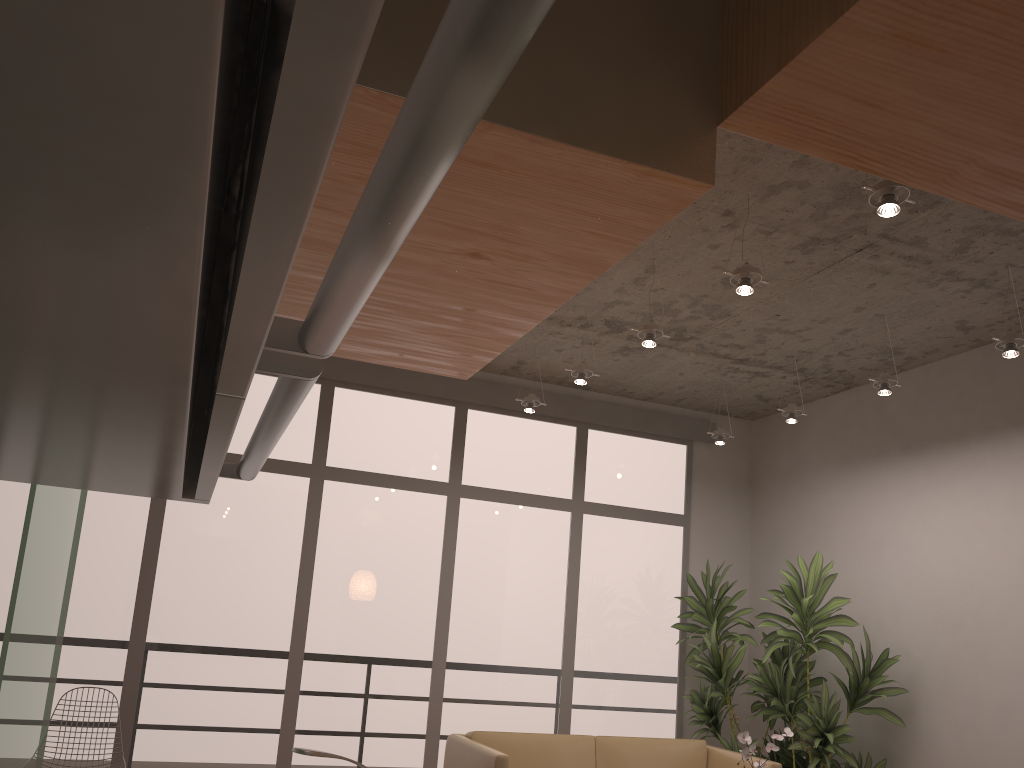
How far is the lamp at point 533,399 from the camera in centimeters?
604cm

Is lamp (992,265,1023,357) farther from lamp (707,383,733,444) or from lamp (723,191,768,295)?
lamp (707,383,733,444)

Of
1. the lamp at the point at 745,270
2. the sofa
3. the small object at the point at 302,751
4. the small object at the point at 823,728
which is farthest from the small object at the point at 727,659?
the small object at the point at 302,751

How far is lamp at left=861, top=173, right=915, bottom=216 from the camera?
3.06m

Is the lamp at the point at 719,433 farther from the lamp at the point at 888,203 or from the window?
the lamp at the point at 888,203

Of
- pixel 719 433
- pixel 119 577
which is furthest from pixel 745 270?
pixel 119 577

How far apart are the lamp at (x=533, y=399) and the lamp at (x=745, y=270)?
2.34m

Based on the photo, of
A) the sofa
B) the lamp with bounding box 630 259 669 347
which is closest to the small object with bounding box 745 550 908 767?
the sofa

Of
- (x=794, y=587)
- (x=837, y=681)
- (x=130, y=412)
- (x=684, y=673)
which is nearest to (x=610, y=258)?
(x=130, y=412)

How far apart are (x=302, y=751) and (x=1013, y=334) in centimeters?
413cm
